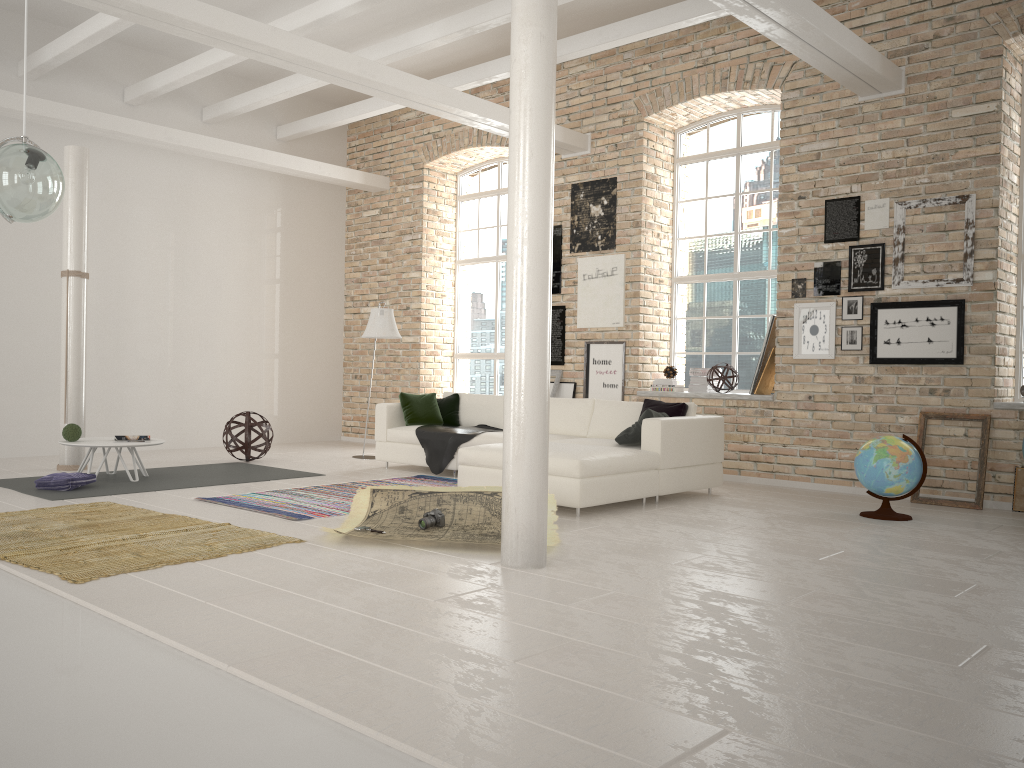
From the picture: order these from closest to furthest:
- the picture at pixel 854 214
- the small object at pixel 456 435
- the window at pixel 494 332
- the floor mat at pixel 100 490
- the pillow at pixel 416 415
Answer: the floor mat at pixel 100 490 → the picture at pixel 854 214 → the small object at pixel 456 435 → the pillow at pixel 416 415 → the window at pixel 494 332

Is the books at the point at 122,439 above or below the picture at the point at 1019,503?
above

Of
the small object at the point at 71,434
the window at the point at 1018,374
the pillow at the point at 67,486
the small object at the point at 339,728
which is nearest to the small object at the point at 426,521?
the small object at the point at 339,728

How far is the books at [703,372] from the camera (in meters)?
9.21

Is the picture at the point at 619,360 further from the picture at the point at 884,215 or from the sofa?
the picture at the point at 884,215

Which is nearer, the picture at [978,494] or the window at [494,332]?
the picture at [978,494]

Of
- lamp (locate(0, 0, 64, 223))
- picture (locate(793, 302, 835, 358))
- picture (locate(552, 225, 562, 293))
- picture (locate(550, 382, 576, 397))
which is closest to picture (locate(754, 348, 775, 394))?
picture (locate(793, 302, 835, 358))

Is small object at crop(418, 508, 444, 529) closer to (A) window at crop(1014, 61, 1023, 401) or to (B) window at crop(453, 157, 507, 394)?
(A) window at crop(1014, 61, 1023, 401)

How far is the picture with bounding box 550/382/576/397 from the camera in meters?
9.9 m

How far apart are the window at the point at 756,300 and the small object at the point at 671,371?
0.5 meters
